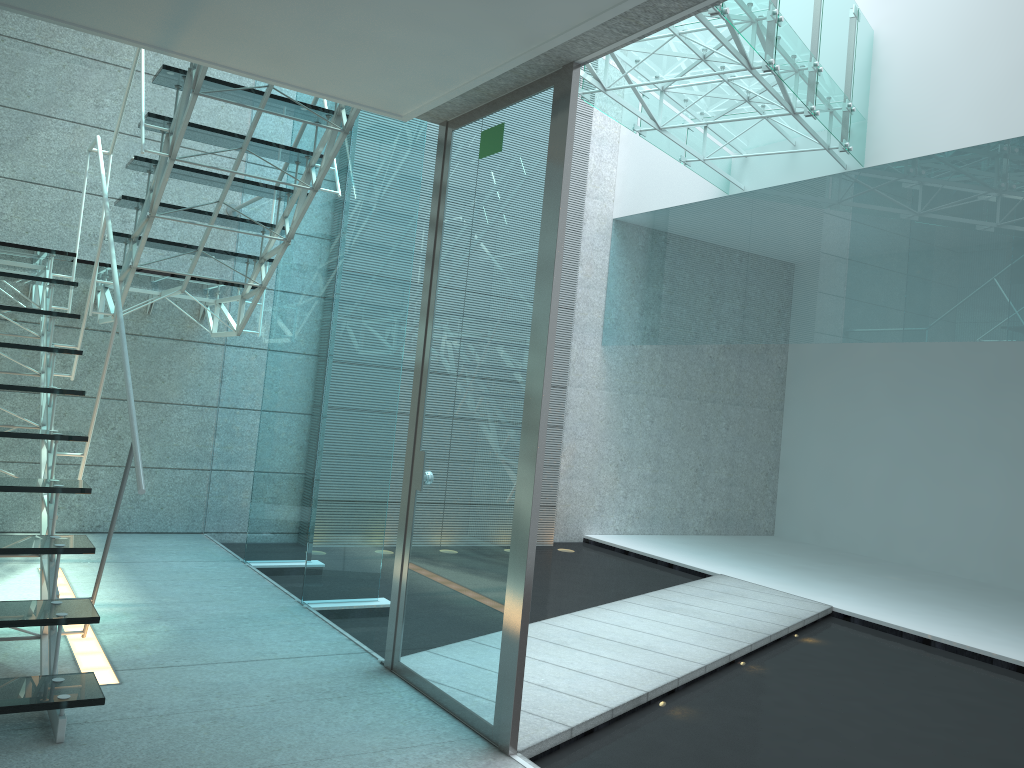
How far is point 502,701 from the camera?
2.63m

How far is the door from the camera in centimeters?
263cm

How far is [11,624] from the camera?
2.5m

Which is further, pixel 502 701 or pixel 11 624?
pixel 502 701

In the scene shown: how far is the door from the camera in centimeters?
263cm

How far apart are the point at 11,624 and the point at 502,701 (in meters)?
1.42

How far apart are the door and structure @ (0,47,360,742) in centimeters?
55cm

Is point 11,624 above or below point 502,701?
above

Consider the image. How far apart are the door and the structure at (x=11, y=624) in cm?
55
